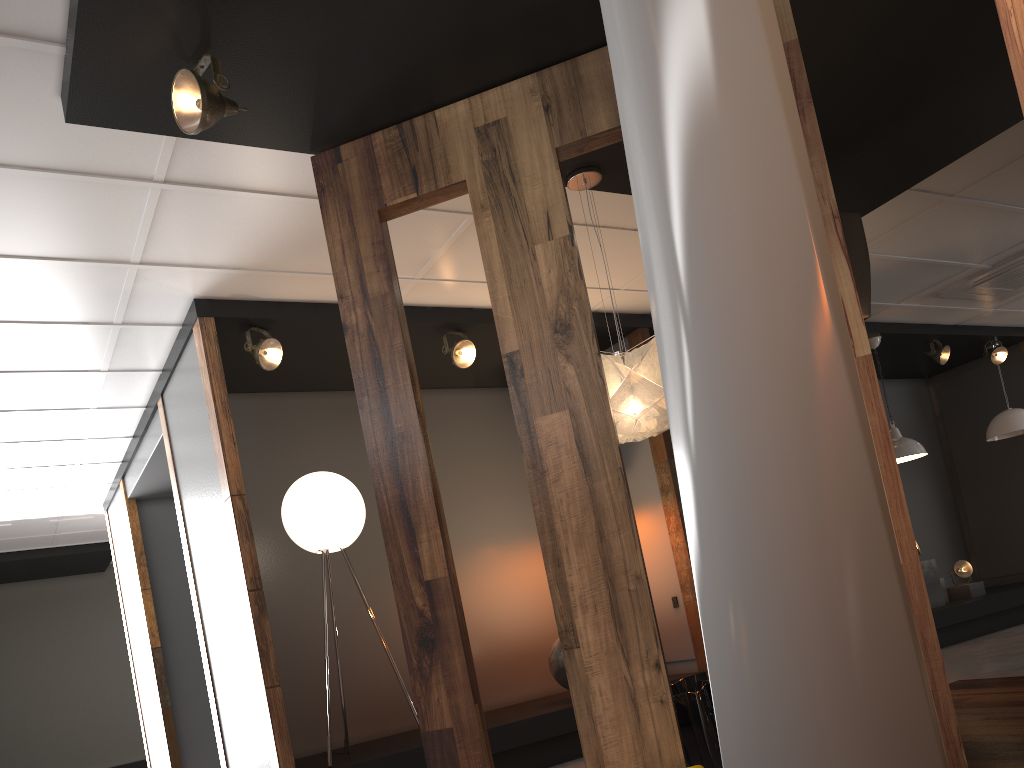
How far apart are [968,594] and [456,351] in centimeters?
590cm

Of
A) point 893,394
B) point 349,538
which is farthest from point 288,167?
point 893,394

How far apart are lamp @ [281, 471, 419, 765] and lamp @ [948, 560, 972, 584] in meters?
6.3

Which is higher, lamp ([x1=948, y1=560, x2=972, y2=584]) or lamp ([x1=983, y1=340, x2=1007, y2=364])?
lamp ([x1=983, y1=340, x2=1007, y2=364])

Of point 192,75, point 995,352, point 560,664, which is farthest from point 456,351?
point 995,352

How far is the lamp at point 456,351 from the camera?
5.7 meters

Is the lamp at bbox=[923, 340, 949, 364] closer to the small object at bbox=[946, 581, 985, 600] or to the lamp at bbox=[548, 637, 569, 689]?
the small object at bbox=[946, 581, 985, 600]

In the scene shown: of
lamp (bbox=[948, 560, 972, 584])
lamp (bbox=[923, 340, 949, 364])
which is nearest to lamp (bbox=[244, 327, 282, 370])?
lamp (bbox=[923, 340, 949, 364])

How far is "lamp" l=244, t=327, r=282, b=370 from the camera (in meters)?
5.02

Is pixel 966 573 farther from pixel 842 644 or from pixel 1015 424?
pixel 842 644
